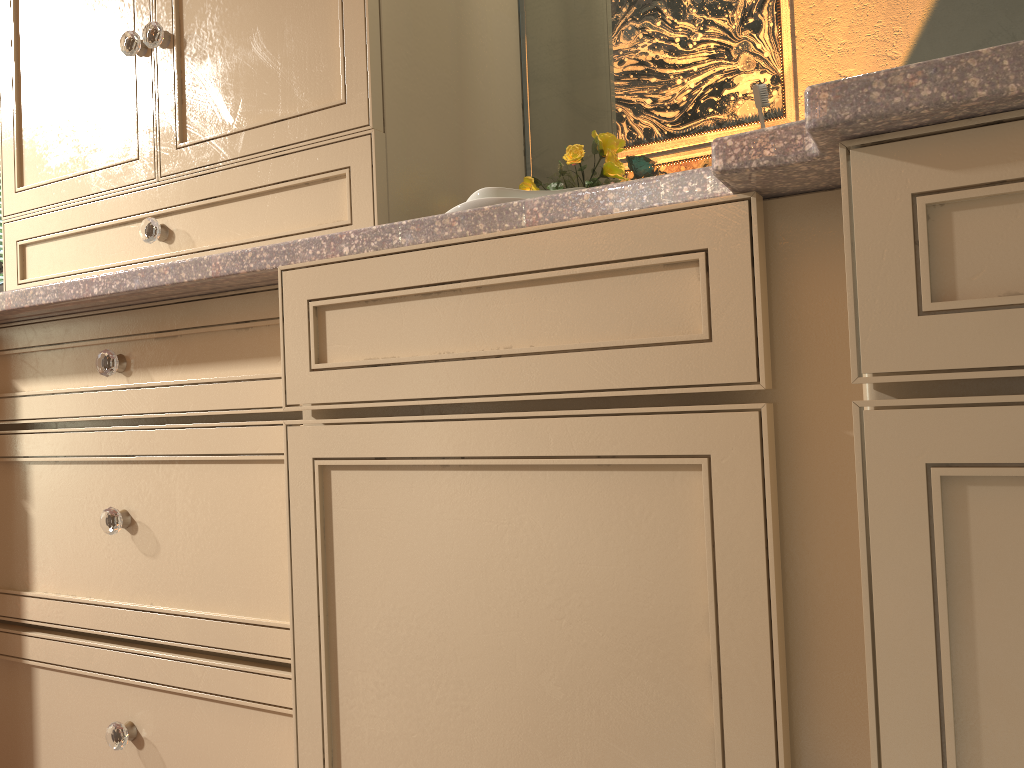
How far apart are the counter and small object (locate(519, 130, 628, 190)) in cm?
41

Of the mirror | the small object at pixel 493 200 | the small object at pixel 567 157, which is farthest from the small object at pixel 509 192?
the mirror

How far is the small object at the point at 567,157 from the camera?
1.23m

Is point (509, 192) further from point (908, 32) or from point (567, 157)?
point (908, 32)

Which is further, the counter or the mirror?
the mirror

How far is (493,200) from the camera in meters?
1.0

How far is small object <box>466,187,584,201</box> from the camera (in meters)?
0.98

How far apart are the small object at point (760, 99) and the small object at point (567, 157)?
0.2m

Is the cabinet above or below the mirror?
below

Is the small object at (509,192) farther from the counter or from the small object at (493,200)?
the counter
